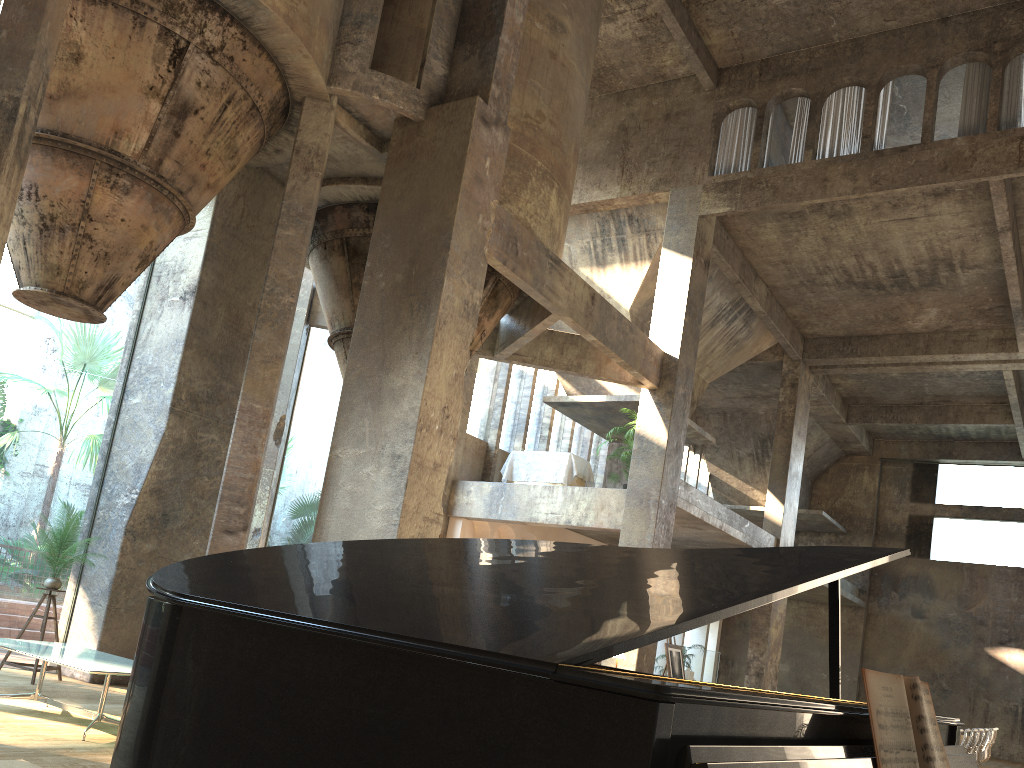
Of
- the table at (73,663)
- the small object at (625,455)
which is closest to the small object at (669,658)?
the small object at (625,455)

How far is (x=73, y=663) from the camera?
6.49m

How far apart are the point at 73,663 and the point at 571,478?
10.94m

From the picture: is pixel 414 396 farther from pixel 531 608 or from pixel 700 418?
pixel 700 418

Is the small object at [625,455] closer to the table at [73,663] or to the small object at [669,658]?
the small object at [669,658]

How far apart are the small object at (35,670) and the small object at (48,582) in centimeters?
32cm

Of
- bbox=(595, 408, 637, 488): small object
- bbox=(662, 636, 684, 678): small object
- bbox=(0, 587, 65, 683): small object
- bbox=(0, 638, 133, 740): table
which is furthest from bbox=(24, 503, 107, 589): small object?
bbox=(595, 408, 637, 488): small object

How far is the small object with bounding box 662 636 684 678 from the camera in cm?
1338

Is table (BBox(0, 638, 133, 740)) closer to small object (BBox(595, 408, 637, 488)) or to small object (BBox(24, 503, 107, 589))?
small object (BBox(24, 503, 107, 589))

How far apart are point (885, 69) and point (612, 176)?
4.98m
